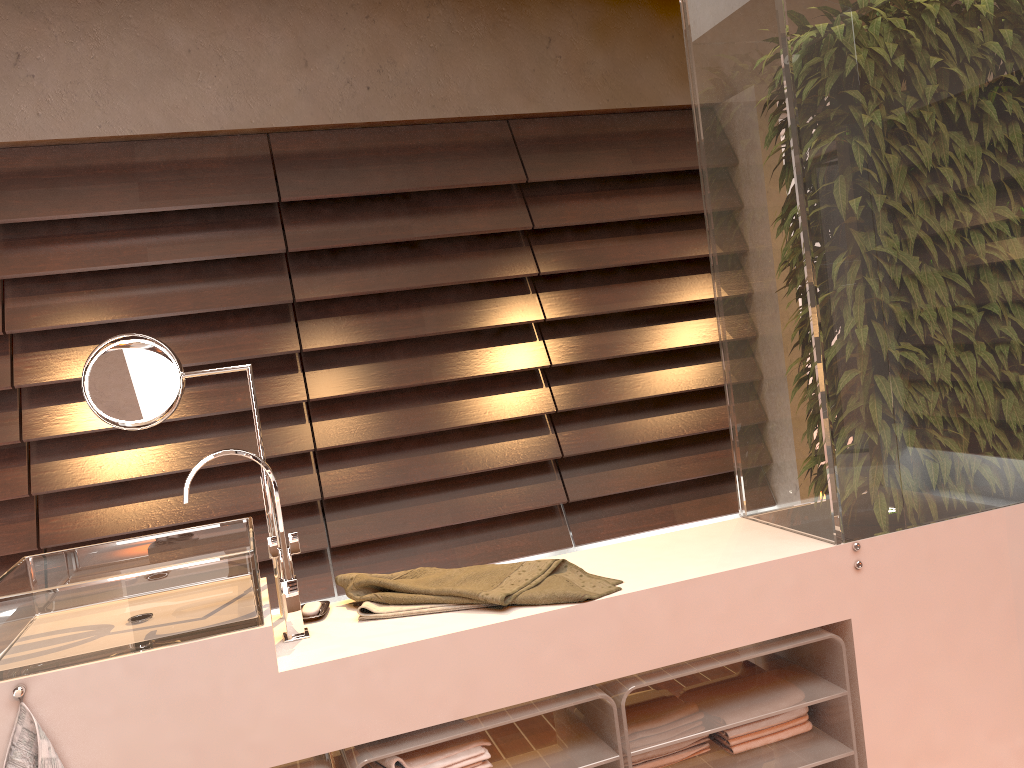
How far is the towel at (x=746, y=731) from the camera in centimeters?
181cm

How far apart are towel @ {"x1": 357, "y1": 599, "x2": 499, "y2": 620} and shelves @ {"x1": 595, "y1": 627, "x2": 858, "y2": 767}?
0.3 meters

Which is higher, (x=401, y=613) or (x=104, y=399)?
(x=104, y=399)

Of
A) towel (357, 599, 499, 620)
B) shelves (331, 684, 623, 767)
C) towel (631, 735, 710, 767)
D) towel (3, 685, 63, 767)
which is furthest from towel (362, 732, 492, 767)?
towel (3, 685, 63, 767)

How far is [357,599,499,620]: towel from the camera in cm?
165

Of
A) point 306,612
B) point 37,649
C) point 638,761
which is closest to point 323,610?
point 306,612

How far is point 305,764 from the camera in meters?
1.5 m

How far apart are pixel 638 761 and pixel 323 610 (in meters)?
0.70

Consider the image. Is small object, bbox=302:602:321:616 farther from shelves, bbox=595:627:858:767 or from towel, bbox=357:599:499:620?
shelves, bbox=595:627:858:767

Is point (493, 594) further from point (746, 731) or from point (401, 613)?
point (746, 731)
